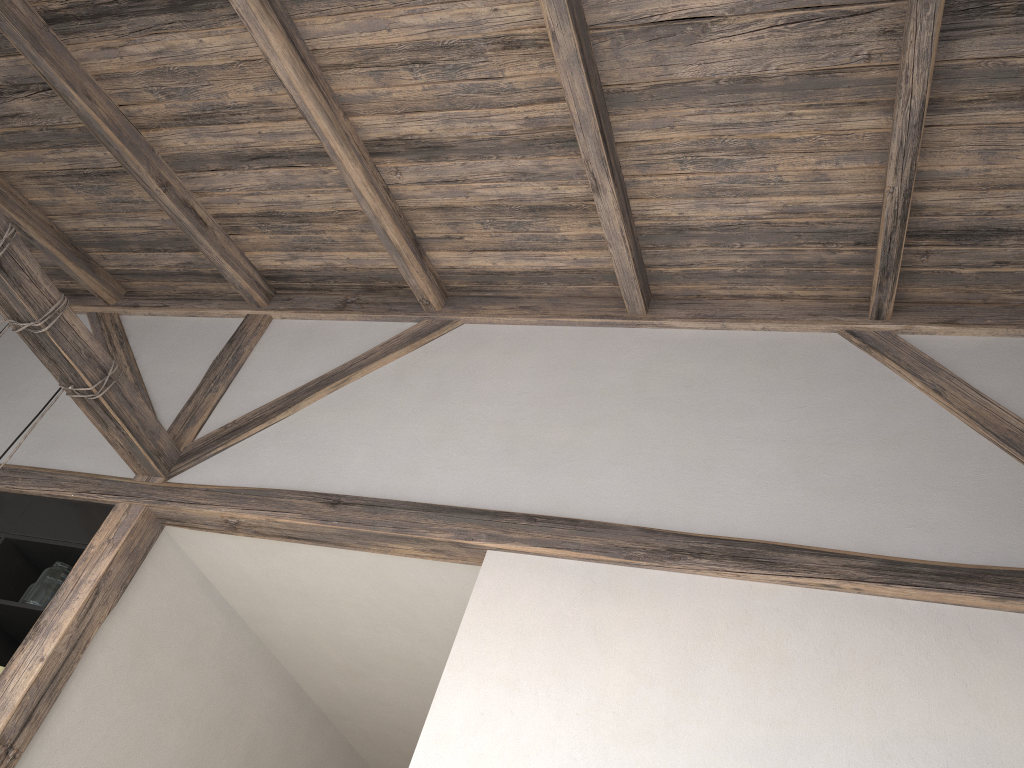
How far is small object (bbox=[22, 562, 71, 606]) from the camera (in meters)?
3.32

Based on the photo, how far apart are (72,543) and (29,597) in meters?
0.2

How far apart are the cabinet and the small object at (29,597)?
0.0 meters

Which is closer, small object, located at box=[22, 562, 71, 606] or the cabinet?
small object, located at box=[22, 562, 71, 606]

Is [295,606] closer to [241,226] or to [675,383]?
[241,226]

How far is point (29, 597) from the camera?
3.3 meters

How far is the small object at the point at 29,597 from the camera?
3.3m

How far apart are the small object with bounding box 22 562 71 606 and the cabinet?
0.02m

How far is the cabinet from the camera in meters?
3.5
